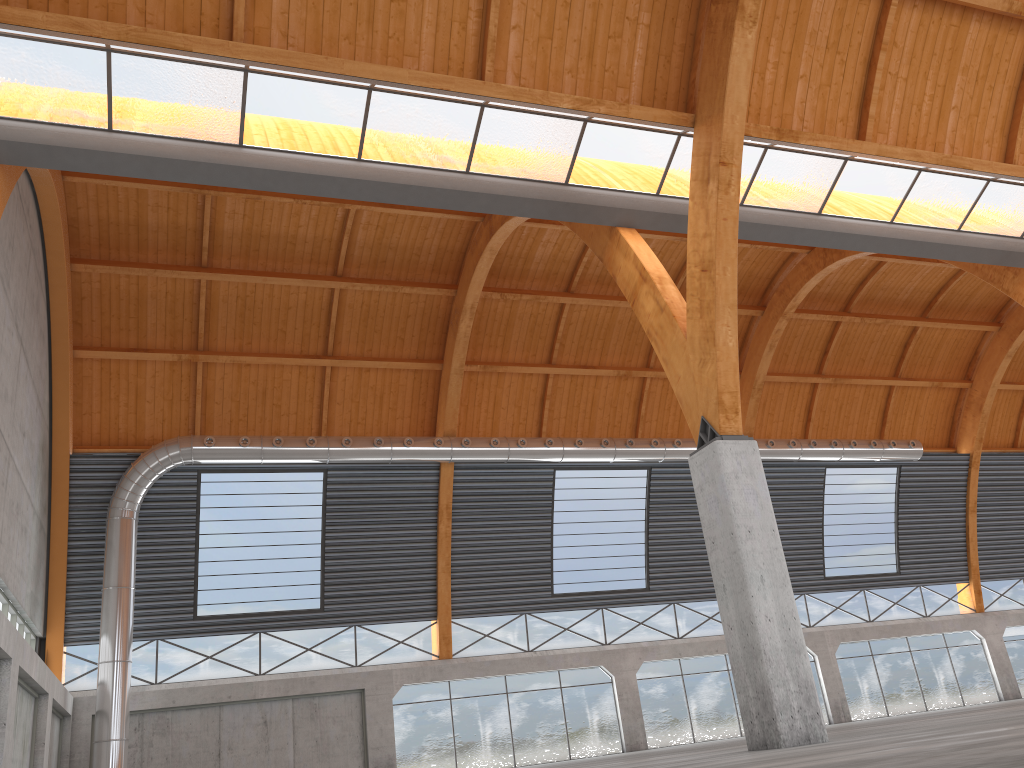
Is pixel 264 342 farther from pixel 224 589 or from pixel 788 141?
pixel 788 141
